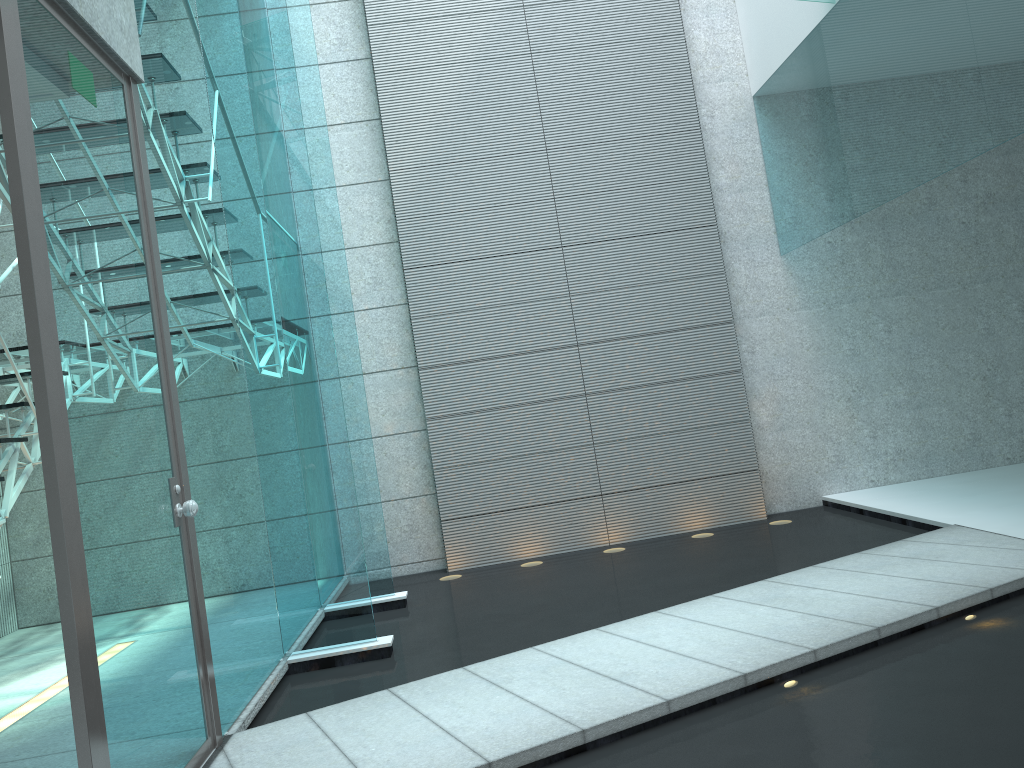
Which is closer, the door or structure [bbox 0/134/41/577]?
the door

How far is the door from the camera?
1.9m

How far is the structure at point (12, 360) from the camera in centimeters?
380cm

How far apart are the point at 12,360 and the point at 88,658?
2.4 meters

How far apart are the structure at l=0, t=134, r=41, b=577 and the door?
1.1m

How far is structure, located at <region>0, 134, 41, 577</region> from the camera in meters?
3.8
